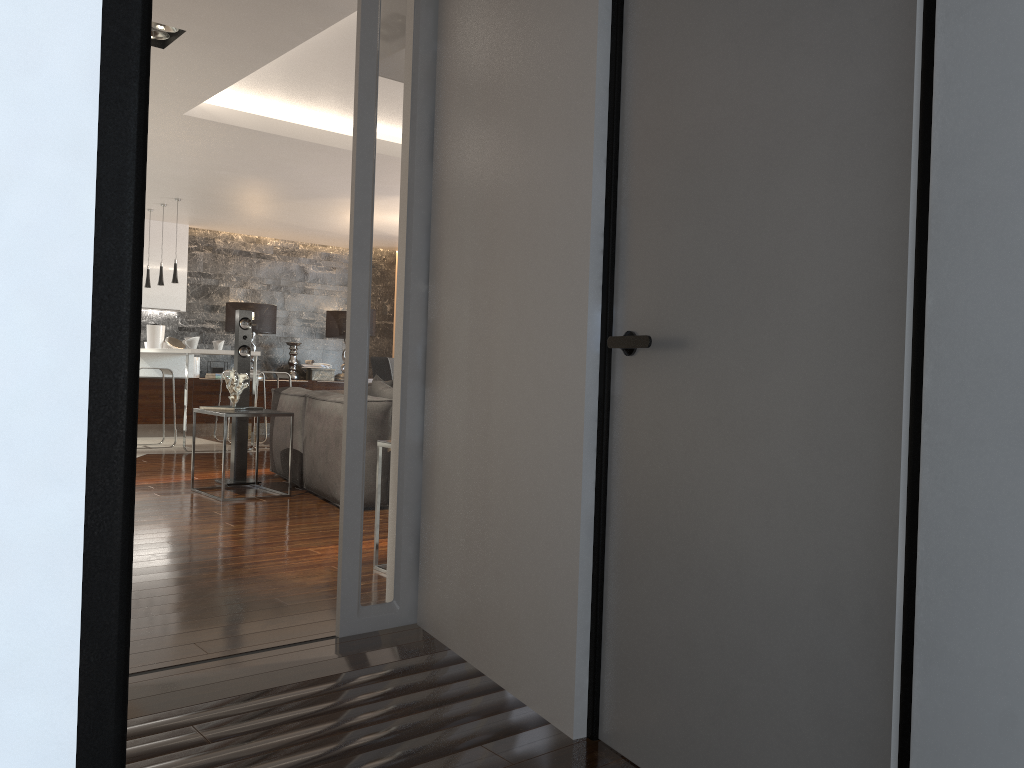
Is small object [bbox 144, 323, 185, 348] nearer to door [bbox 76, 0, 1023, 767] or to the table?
the table

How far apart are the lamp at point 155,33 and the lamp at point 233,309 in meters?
6.7 m

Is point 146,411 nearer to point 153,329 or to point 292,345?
point 153,329

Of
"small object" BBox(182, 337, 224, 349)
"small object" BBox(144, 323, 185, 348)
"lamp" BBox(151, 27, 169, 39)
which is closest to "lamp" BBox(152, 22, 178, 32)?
"lamp" BBox(151, 27, 169, 39)

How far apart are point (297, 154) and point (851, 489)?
6.3m

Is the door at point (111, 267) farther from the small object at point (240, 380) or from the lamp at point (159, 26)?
the small object at point (240, 380)

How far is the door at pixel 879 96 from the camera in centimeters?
142cm

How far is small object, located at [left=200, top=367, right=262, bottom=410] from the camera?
6.2m

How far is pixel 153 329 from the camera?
10.47m

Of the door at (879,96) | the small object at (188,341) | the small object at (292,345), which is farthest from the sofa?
the small object at (292,345)
